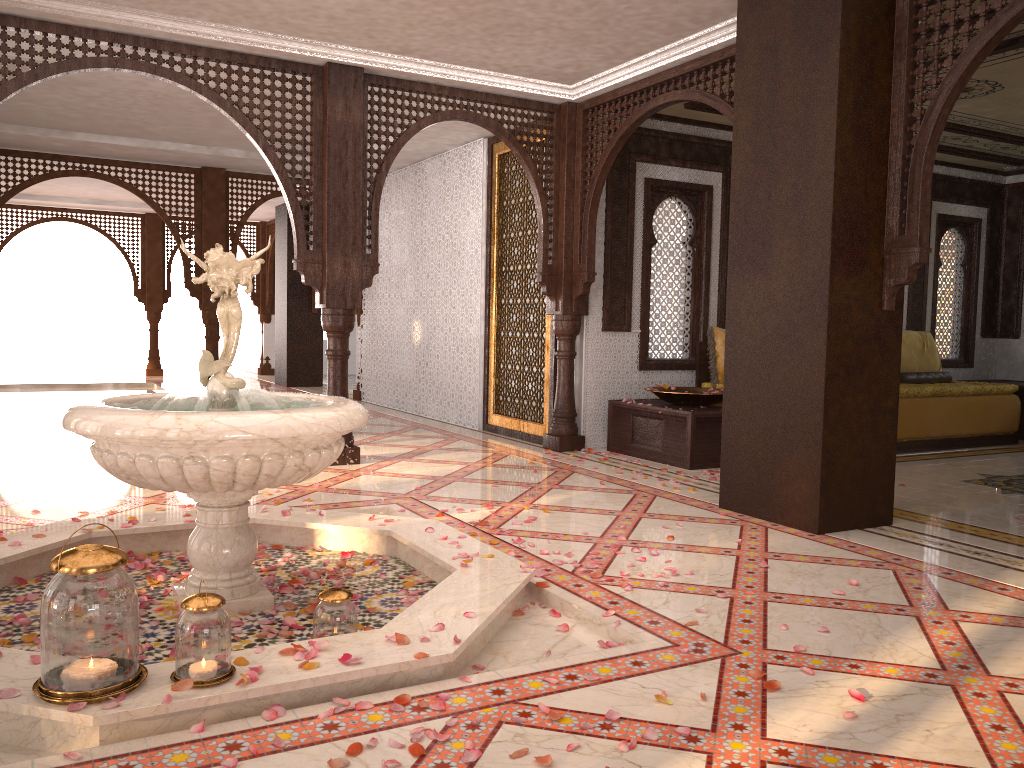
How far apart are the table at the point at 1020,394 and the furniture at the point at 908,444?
0.48m

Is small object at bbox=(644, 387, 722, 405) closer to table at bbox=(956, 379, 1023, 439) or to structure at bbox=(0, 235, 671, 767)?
structure at bbox=(0, 235, 671, 767)

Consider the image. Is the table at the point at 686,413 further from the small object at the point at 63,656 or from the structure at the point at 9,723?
the small object at the point at 63,656

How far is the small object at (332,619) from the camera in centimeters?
281cm

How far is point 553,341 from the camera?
7.44m

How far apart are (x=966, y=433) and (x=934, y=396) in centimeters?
53cm

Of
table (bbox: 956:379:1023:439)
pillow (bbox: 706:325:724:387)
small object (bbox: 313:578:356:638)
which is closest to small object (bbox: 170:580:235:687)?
small object (bbox: 313:578:356:638)

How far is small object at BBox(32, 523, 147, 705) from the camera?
2.2m

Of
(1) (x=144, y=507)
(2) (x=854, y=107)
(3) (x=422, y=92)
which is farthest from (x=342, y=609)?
(3) (x=422, y=92)

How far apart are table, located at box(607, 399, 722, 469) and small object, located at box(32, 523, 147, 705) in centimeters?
465cm
